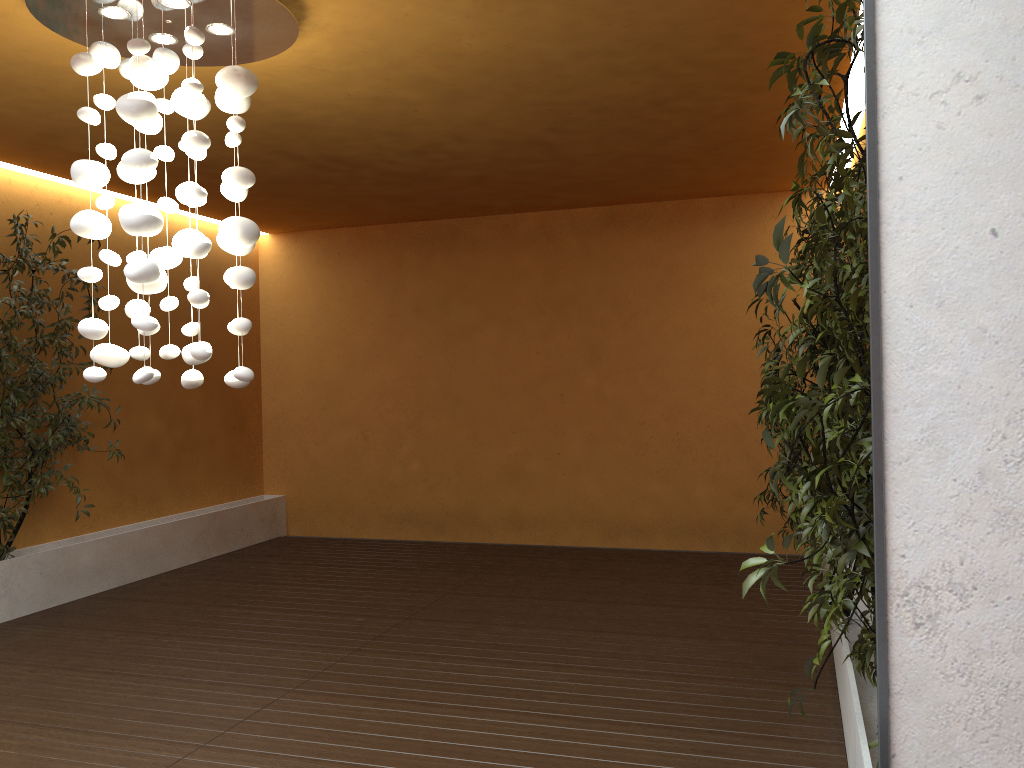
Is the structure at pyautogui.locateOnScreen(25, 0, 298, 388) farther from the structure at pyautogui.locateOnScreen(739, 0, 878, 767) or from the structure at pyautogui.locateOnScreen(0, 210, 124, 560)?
the structure at pyautogui.locateOnScreen(0, 210, 124, 560)

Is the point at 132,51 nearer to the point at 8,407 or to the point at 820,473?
the point at 820,473

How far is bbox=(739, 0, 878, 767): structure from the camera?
2.1m

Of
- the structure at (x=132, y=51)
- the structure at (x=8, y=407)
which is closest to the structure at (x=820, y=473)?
the structure at (x=132, y=51)

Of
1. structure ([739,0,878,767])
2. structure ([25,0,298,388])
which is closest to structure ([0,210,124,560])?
structure ([25,0,298,388])

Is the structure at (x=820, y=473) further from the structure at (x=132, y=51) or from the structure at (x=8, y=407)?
the structure at (x=8, y=407)

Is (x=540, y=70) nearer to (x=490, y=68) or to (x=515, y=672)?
(x=490, y=68)

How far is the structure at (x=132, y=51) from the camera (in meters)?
3.20

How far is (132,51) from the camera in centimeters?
320cm

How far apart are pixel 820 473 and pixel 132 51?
2.8 meters
